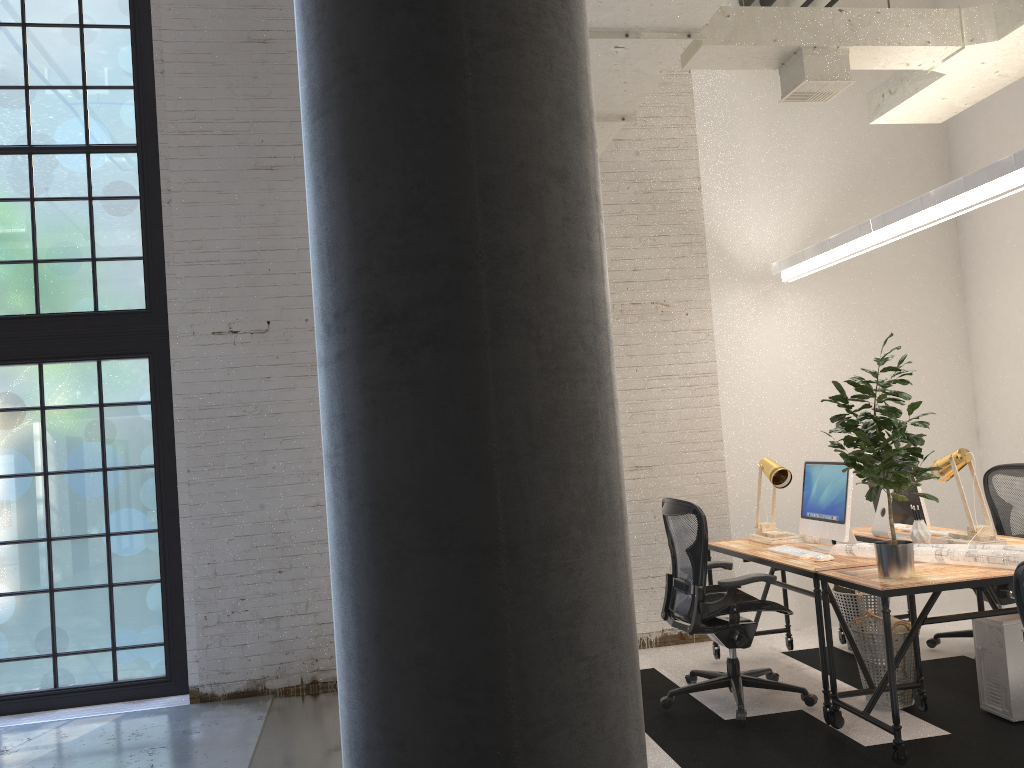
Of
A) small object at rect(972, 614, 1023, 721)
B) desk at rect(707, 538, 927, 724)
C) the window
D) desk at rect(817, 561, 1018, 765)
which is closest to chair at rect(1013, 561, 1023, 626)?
desk at rect(817, 561, 1018, 765)

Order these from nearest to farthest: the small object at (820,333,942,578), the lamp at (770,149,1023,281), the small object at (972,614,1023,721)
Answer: the small object at (820,333,942,578) < the lamp at (770,149,1023,281) < the small object at (972,614,1023,721)

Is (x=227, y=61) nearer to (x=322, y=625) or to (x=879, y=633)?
(x=322, y=625)

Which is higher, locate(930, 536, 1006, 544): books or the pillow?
locate(930, 536, 1006, 544): books

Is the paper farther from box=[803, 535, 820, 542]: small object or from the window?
the window

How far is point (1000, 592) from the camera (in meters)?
5.12

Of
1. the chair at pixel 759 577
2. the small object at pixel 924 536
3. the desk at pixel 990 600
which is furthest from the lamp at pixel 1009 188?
the chair at pixel 759 577

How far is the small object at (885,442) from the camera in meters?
3.8

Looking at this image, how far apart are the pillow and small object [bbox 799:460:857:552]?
0.48m

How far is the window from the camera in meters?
5.7 m
